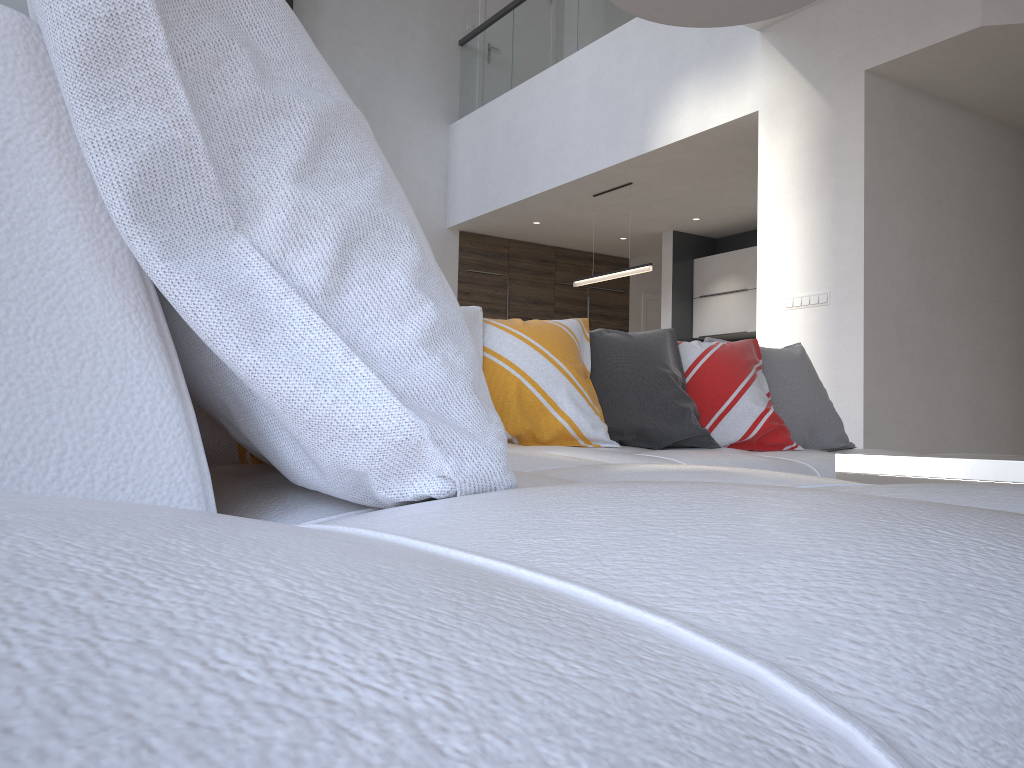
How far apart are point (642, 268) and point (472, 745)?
6.9 meters

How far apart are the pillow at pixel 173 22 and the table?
1.0 meters

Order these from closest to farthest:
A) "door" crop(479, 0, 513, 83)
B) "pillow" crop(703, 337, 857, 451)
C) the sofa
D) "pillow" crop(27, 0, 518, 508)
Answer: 1. the sofa
2. "pillow" crop(27, 0, 518, 508)
3. "pillow" crop(703, 337, 857, 451)
4. "door" crop(479, 0, 513, 83)

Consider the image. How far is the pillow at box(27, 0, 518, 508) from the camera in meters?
0.5 m

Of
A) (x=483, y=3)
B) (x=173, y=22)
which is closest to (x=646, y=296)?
(x=483, y=3)

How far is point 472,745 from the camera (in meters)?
0.15

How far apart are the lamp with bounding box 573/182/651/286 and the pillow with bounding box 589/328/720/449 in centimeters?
398cm

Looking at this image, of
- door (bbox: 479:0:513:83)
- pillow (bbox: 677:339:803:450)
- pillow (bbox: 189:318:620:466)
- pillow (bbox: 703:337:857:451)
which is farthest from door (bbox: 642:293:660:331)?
pillow (bbox: 189:318:620:466)

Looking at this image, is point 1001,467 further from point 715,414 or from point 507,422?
point 715,414

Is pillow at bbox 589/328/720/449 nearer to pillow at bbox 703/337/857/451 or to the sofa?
the sofa
